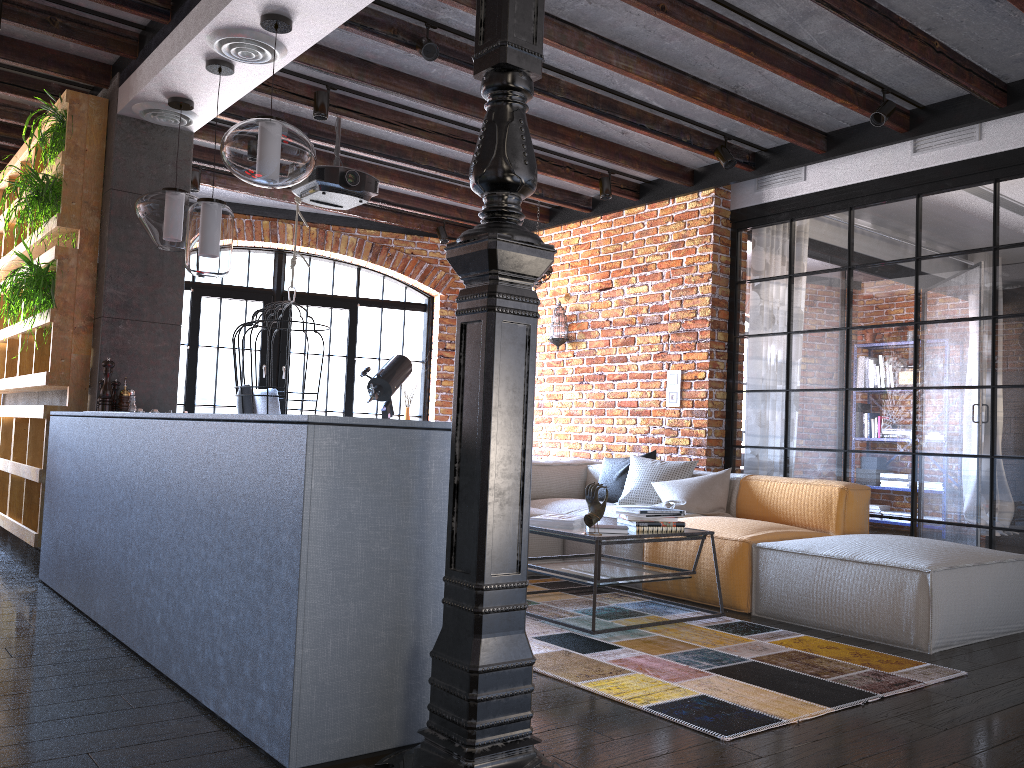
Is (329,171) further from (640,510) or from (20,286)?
(640,510)

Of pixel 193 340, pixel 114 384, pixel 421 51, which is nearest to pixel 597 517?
pixel 421 51

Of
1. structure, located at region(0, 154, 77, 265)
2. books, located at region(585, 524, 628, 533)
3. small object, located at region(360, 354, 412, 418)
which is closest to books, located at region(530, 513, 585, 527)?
books, located at region(585, 524, 628, 533)

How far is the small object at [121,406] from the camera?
4.5 meters

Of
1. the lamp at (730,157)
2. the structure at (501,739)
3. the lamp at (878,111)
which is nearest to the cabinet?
the structure at (501,739)

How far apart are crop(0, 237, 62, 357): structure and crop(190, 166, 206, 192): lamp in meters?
1.9 m

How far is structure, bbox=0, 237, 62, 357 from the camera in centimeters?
456cm

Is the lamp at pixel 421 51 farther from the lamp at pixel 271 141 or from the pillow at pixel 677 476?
the pillow at pixel 677 476

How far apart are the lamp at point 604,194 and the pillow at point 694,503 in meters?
2.1 m

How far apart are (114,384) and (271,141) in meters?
1.9 m
